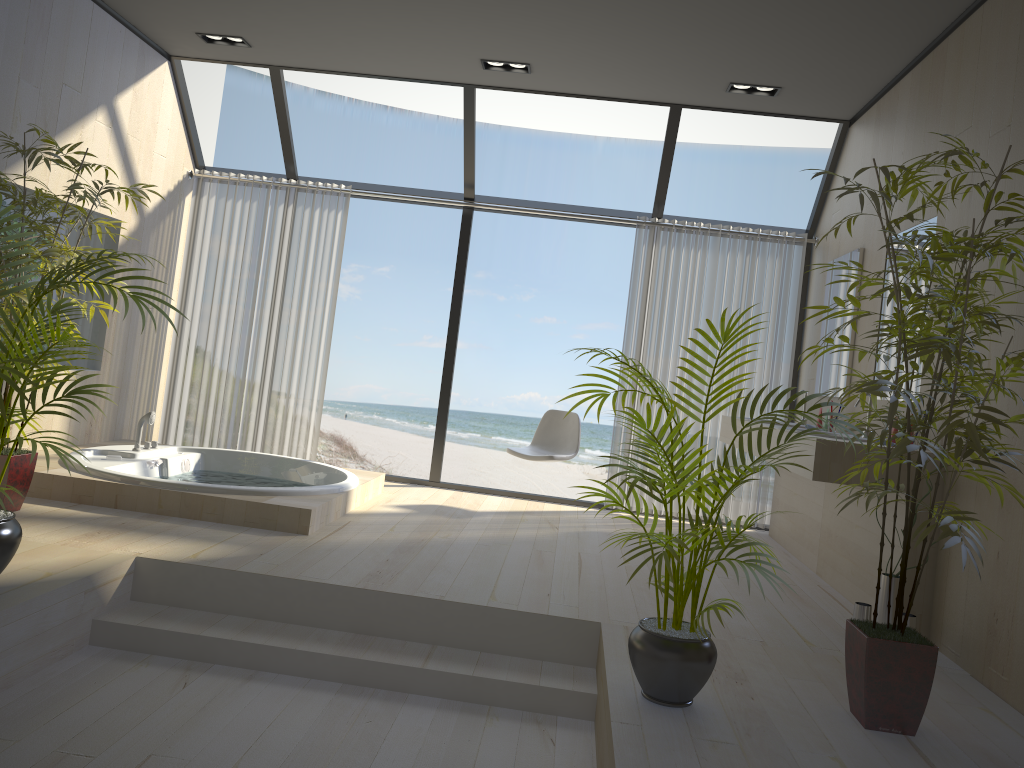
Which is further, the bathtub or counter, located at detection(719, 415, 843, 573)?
counter, located at detection(719, 415, 843, 573)

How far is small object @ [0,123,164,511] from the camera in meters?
3.9

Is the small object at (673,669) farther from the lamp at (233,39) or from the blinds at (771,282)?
the lamp at (233,39)

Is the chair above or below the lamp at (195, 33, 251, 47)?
below

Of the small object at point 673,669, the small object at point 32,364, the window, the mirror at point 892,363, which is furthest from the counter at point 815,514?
the small object at point 32,364

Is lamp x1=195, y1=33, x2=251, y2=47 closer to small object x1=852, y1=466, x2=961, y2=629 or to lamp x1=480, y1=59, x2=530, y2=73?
lamp x1=480, y1=59, x2=530, y2=73

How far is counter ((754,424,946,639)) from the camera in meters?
3.7

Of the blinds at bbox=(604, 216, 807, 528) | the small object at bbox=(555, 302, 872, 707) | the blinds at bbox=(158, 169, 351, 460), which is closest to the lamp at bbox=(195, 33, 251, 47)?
the blinds at bbox=(158, 169, 351, 460)

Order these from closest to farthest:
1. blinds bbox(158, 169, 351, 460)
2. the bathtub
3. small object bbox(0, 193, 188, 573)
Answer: small object bbox(0, 193, 188, 573)
the bathtub
blinds bbox(158, 169, 351, 460)

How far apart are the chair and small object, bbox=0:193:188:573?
3.1m
